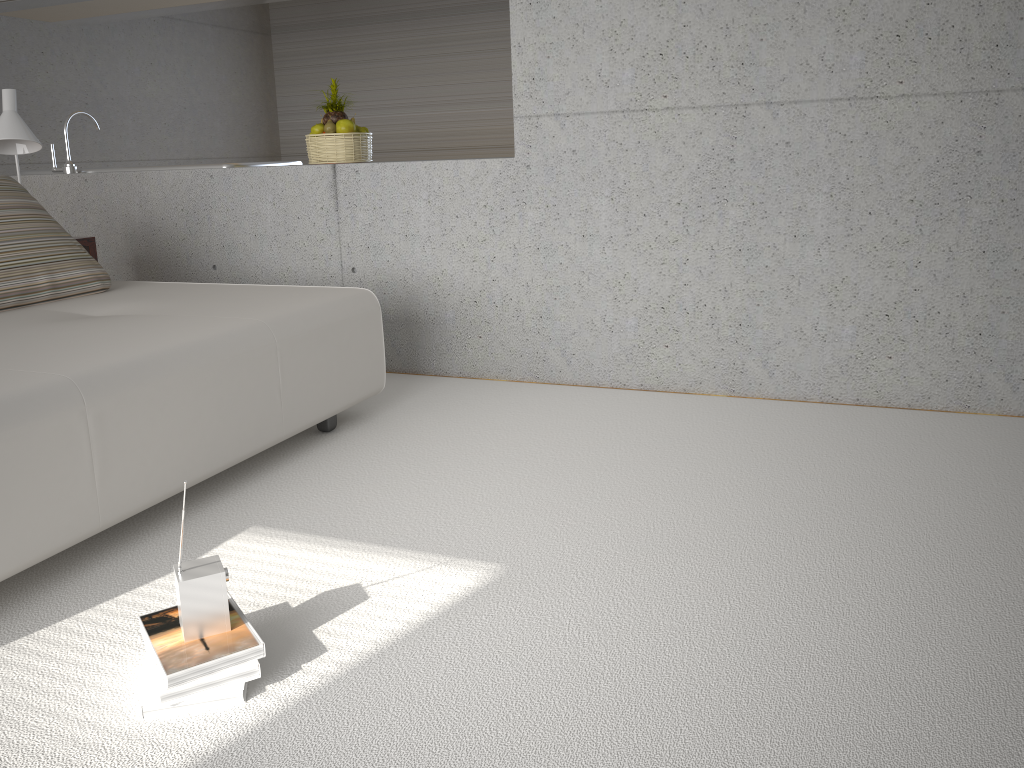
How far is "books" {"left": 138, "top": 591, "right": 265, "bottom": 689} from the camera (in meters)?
1.72

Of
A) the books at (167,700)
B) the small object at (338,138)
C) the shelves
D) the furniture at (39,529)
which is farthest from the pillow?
the books at (167,700)

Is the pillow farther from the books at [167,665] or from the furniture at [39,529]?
the books at [167,665]

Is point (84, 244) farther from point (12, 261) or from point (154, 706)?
point (154, 706)

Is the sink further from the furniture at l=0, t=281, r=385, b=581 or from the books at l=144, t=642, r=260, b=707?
the books at l=144, t=642, r=260, b=707

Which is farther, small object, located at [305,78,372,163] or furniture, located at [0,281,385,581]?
small object, located at [305,78,372,163]

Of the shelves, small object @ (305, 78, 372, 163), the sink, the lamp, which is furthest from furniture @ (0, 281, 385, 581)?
the sink

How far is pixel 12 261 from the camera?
3.35m

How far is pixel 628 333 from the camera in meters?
3.8

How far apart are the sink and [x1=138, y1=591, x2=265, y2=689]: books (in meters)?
3.83
